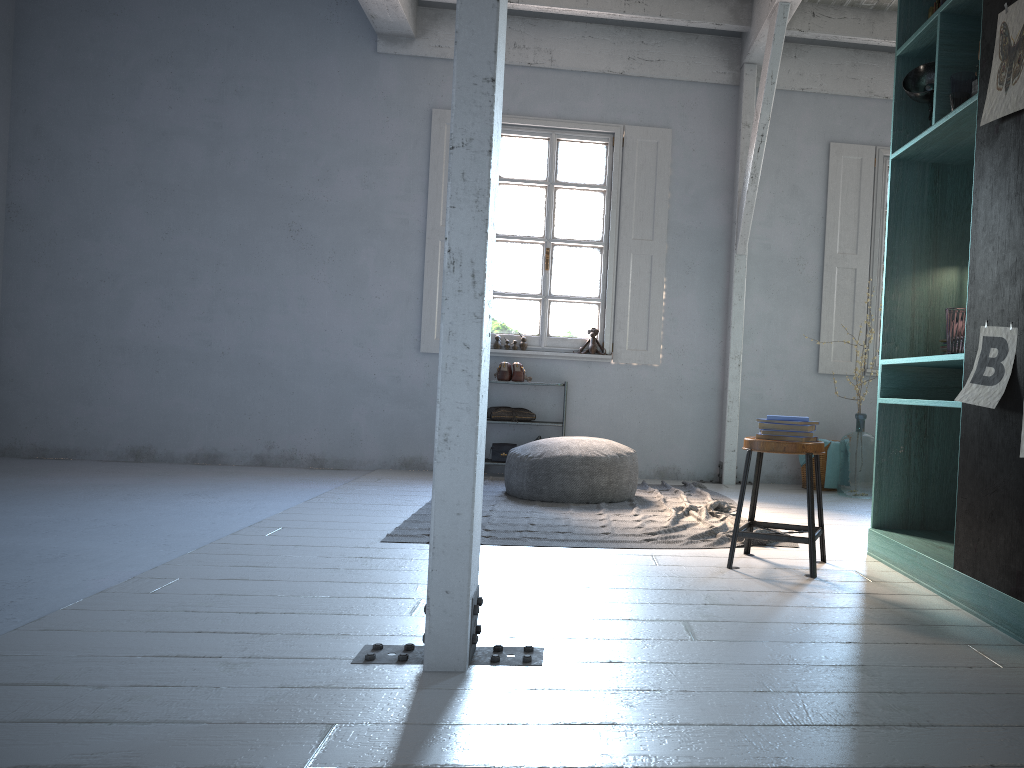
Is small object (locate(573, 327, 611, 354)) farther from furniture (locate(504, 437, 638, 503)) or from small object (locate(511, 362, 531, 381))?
furniture (locate(504, 437, 638, 503))

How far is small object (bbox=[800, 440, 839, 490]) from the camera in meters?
7.6

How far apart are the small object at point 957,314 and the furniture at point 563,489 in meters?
2.9 m

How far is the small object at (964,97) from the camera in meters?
3.9 m

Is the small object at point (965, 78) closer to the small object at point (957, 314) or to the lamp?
the lamp

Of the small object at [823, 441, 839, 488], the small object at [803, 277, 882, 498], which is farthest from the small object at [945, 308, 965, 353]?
the small object at [823, 441, 839, 488]

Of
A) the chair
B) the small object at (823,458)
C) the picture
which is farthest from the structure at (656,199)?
the picture

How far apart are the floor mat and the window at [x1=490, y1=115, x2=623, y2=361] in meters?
1.2

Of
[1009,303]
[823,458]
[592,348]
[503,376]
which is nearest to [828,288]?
[823,458]

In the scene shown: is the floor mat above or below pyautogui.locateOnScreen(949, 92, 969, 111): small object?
below
